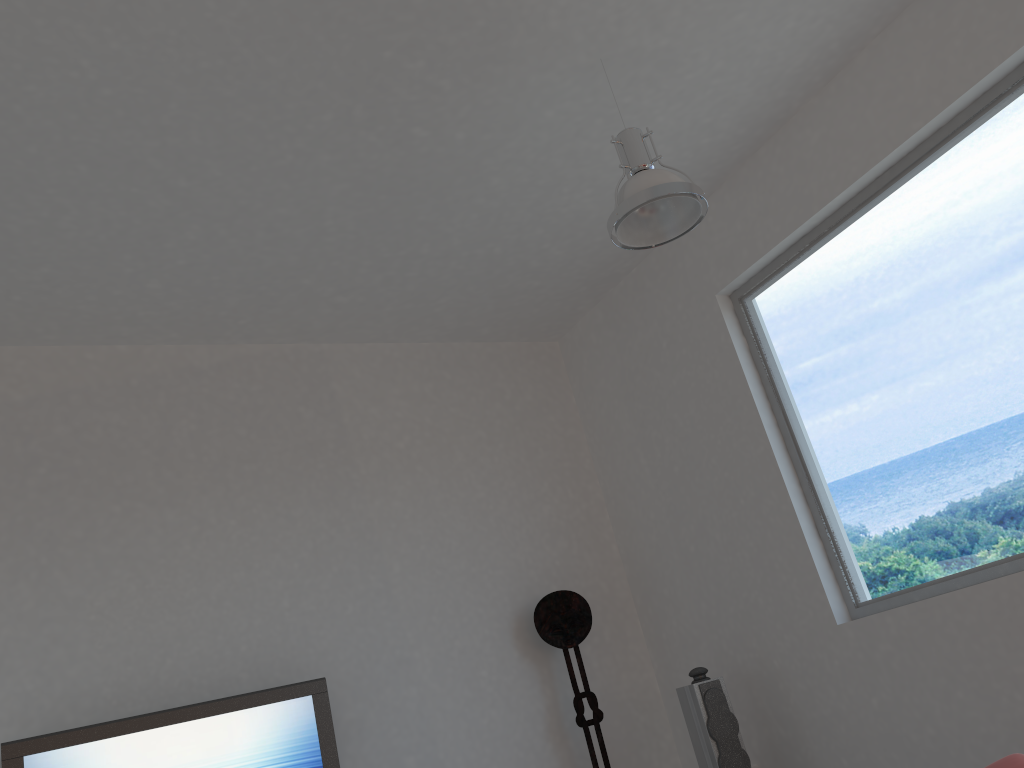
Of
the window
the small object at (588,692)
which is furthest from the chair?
the small object at (588,692)

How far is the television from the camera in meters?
3.7 m

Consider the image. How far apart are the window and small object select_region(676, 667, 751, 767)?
0.74m

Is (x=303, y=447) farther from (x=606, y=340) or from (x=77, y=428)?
(x=606, y=340)

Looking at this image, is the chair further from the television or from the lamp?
the television

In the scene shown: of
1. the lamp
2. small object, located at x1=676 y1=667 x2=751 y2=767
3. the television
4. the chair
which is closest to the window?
small object, located at x1=676 y1=667 x2=751 y2=767

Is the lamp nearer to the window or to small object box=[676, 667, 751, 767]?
the window

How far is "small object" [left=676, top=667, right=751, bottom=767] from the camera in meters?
4.3

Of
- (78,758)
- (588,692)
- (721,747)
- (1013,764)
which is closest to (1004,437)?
(1013,764)

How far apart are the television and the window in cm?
254
